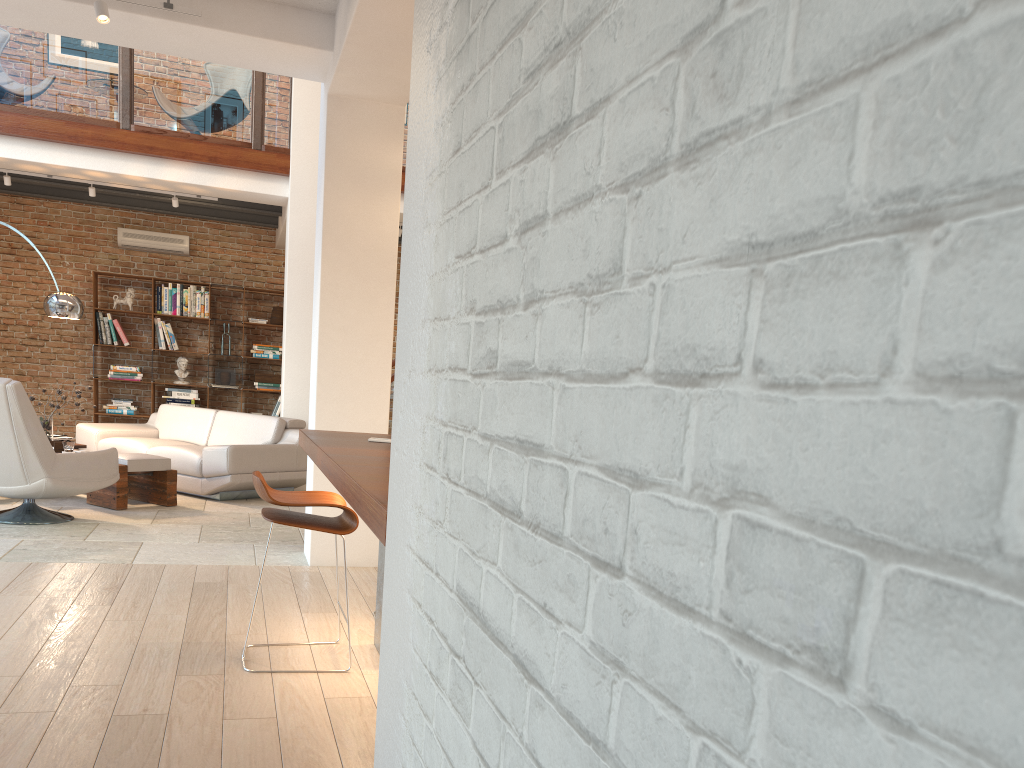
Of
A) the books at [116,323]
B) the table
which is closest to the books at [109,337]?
the books at [116,323]

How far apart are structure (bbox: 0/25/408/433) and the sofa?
2.44m

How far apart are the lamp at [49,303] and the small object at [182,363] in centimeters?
324cm

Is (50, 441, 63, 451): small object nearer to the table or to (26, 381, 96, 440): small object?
(26, 381, 96, 440): small object

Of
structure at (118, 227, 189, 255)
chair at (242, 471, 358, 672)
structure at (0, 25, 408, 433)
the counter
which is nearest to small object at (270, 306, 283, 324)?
structure at (118, 227, 189, 255)

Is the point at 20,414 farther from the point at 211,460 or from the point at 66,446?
the point at 211,460

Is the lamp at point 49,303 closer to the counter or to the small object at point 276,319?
the small object at point 276,319

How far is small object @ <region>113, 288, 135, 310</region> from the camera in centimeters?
1089cm

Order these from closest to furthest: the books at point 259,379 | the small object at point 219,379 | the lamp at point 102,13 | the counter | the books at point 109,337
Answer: the counter < the lamp at point 102,13 < the books at point 109,337 < the small object at point 219,379 < the books at point 259,379

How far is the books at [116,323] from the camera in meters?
10.9
